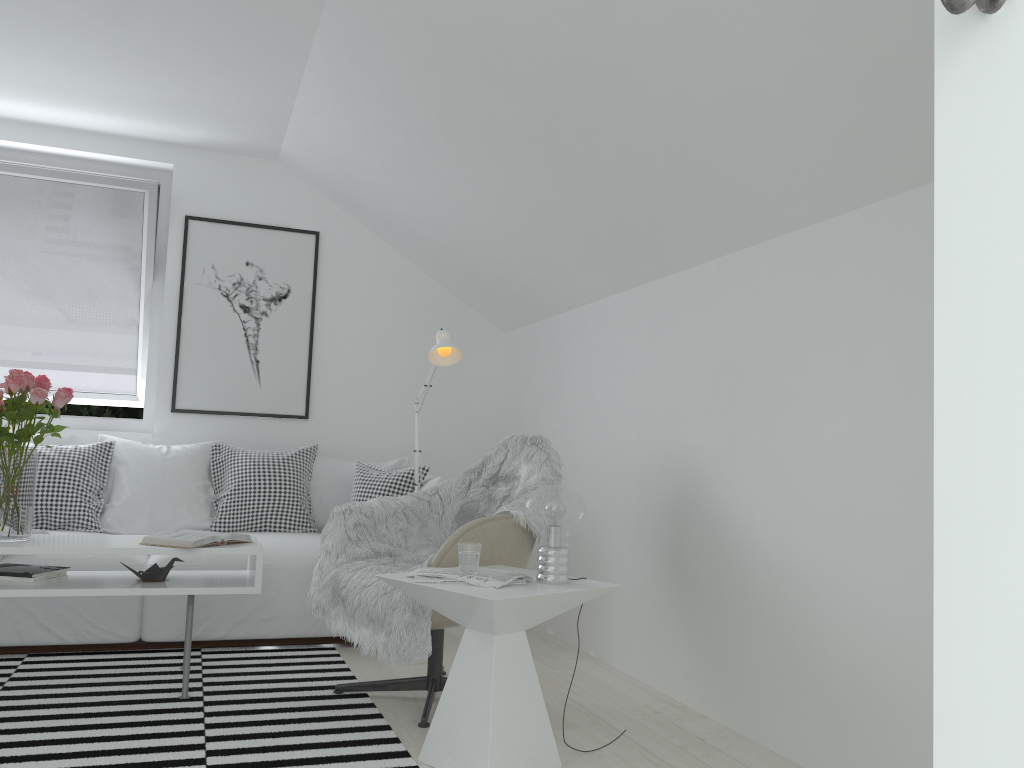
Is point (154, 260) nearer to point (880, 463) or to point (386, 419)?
point (386, 419)

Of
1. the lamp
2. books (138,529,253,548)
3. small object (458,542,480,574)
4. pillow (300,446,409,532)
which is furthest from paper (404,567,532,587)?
pillow (300,446,409,532)

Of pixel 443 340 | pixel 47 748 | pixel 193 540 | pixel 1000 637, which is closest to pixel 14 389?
pixel 193 540

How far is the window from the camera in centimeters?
459cm

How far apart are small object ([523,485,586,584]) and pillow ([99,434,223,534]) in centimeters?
225cm

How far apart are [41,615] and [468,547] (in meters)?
2.06

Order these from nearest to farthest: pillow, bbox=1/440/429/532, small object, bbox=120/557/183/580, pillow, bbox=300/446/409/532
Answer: small object, bbox=120/557/183/580 → pillow, bbox=1/440/429/532 → pillow, bbox=300/446/409/532

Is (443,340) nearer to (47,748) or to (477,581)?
(477,581)

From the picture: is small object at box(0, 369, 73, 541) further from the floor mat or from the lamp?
the lamp

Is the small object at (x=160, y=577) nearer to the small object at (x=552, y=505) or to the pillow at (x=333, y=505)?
the pillow at (x=333, y=505)
